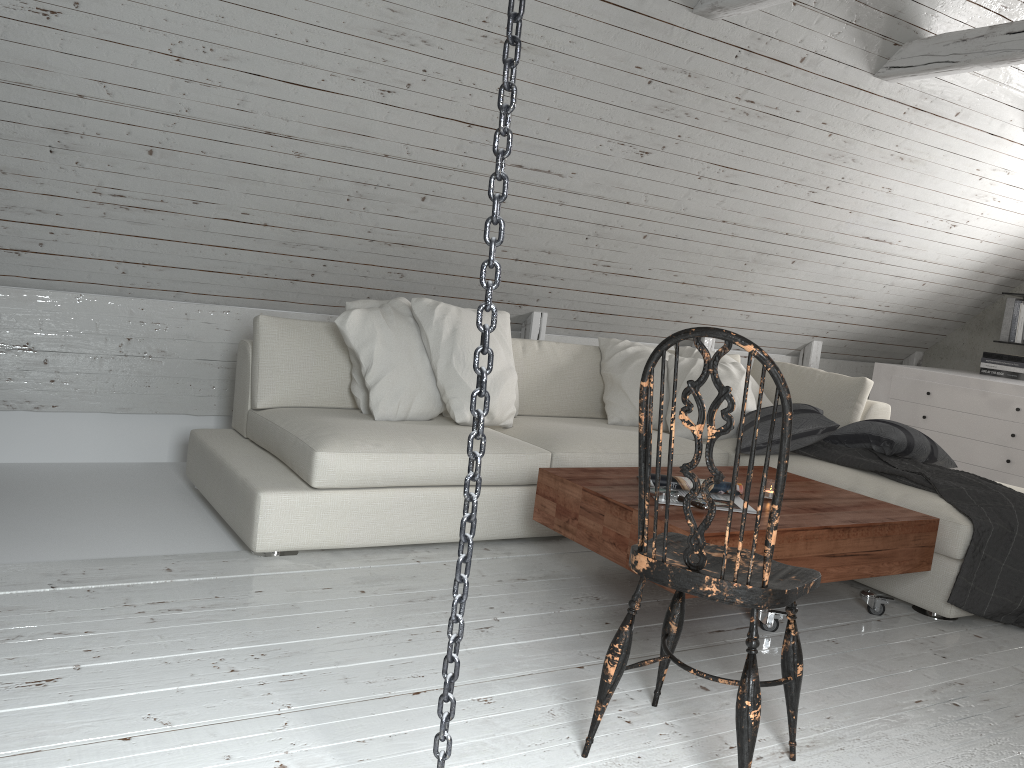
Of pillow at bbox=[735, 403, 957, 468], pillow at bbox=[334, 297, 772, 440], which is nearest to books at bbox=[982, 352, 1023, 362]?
pillow at bbox=[735, 403, 957, 468]

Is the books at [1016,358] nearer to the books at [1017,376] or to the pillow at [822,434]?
the books at [1017,376]

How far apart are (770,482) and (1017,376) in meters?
3.4

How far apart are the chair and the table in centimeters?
35cm

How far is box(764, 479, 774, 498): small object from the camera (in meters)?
2.87

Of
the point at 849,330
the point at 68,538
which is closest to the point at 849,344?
the point at 849,330

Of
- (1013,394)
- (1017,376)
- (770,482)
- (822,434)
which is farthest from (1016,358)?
(770,482)

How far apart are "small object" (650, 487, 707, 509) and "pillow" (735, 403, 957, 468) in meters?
1.1

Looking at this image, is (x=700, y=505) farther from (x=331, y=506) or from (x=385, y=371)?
(x=385, y=371)

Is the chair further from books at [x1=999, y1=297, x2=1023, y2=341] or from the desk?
books at [x1=999, y1=297, x2=1023, y2=341]
